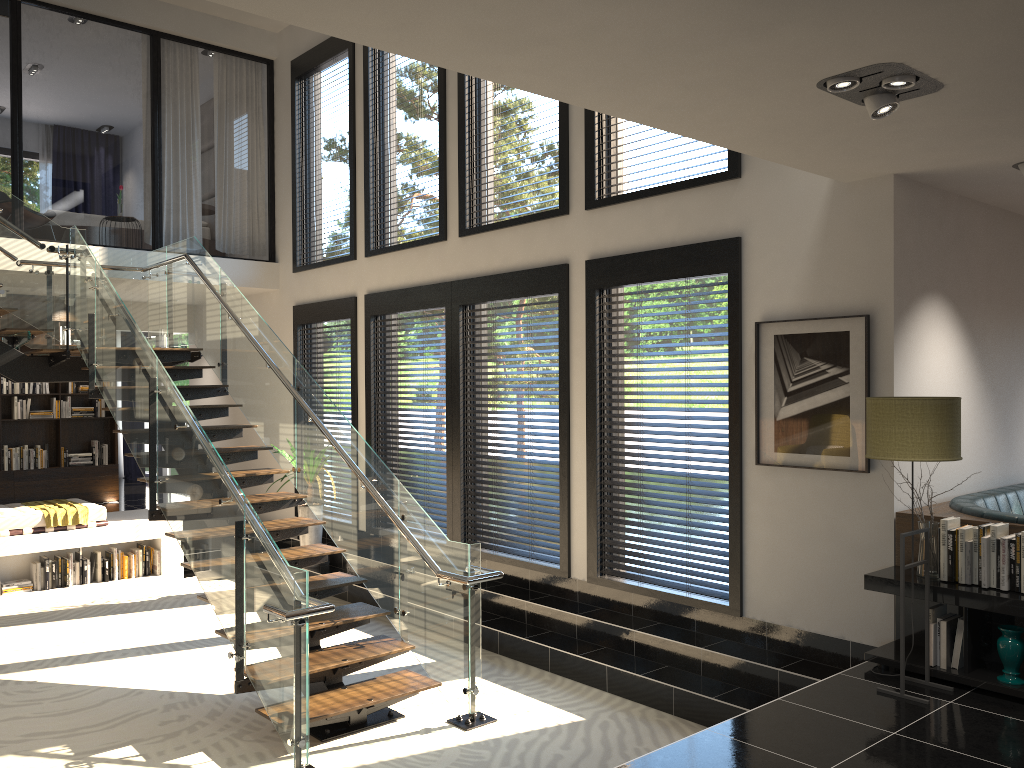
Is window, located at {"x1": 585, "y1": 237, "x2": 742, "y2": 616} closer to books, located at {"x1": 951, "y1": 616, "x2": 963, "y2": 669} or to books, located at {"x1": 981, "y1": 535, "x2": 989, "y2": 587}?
books, located at {"x1": 951, "y1": 616, "x2": 963, "y2": 669}

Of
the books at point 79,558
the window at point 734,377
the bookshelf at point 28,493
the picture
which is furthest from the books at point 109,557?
the picture

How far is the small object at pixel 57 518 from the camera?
8.7m

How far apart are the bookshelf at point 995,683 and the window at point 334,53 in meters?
6.3

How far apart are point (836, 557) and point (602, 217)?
3.0m

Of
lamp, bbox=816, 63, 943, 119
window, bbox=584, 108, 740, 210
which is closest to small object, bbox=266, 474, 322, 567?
window, bbox=584, 108, 740, 210

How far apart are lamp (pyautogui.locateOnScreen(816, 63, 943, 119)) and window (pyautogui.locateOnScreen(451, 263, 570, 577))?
3.4m

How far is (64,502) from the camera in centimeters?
933cm

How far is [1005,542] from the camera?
4.3 meters

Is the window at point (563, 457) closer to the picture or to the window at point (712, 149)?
the window at point (712, 149)
